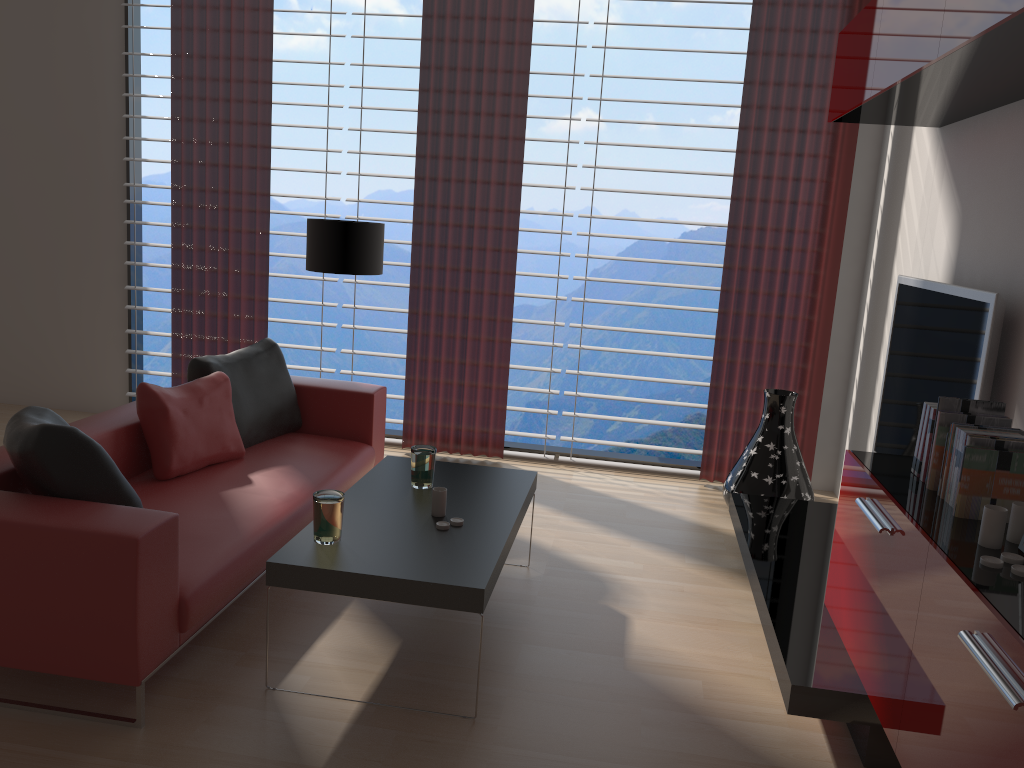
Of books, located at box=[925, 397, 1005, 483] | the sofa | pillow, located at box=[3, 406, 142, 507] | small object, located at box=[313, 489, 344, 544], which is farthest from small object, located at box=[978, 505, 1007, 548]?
pillow, located at box=[3, 406, 142, 507]

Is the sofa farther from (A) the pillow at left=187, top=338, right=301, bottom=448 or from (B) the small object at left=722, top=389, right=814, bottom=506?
(B) the small object at left=722, top=389, right=814, bottom=506

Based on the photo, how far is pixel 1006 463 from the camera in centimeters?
317cm

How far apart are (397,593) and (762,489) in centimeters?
350cm

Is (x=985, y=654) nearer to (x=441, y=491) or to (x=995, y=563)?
(x=995, y=563)

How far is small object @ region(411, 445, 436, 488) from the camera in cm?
469

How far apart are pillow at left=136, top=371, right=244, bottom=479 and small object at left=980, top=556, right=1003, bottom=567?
3.97m

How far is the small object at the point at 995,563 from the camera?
2.7m

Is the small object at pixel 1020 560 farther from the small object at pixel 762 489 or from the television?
the small object at pixel 762 489

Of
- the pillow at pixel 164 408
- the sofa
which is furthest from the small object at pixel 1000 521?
the pillow at pixel 164 408
